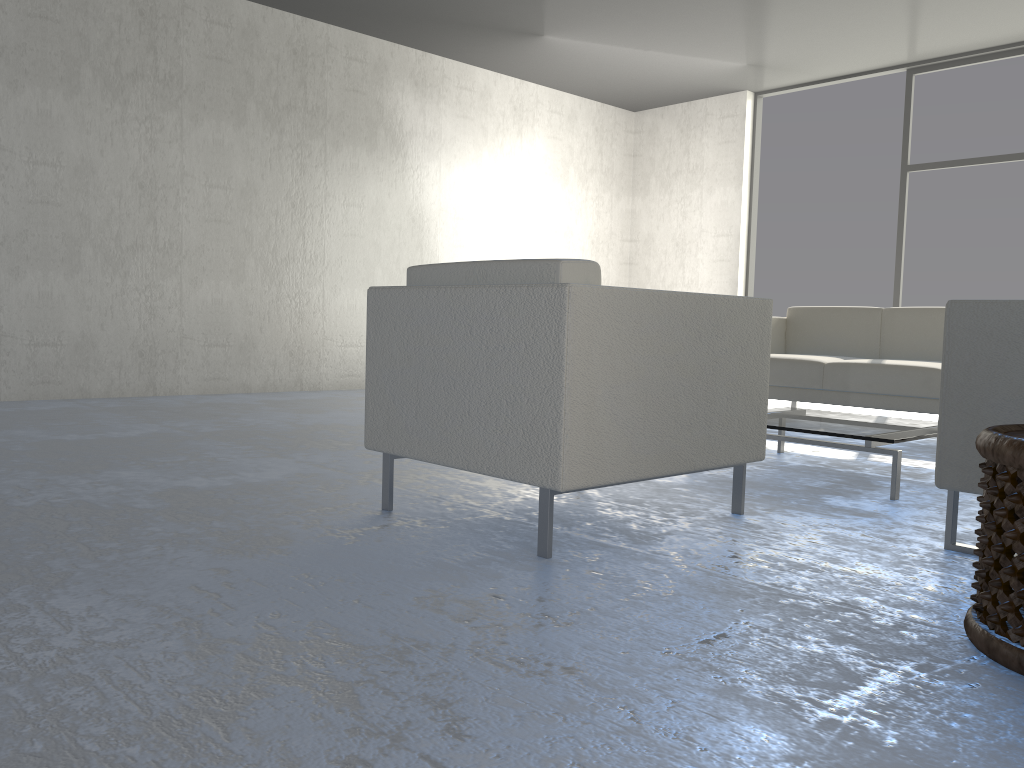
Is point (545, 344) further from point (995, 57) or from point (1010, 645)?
point (995, 57)

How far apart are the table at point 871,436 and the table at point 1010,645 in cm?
112

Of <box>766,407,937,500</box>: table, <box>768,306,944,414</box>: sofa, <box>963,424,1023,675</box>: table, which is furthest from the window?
<box>963,424,1023,675</box>: table

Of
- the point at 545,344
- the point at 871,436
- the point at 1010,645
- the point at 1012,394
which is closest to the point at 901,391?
the point at 871,436

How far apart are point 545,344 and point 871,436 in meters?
1.4

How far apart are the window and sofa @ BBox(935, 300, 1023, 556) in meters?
4.9

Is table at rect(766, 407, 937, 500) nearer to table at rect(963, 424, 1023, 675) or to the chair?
the chair

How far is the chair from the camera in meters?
Answer: 1.9

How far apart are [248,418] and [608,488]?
2.3m

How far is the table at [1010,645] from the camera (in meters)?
1.35
